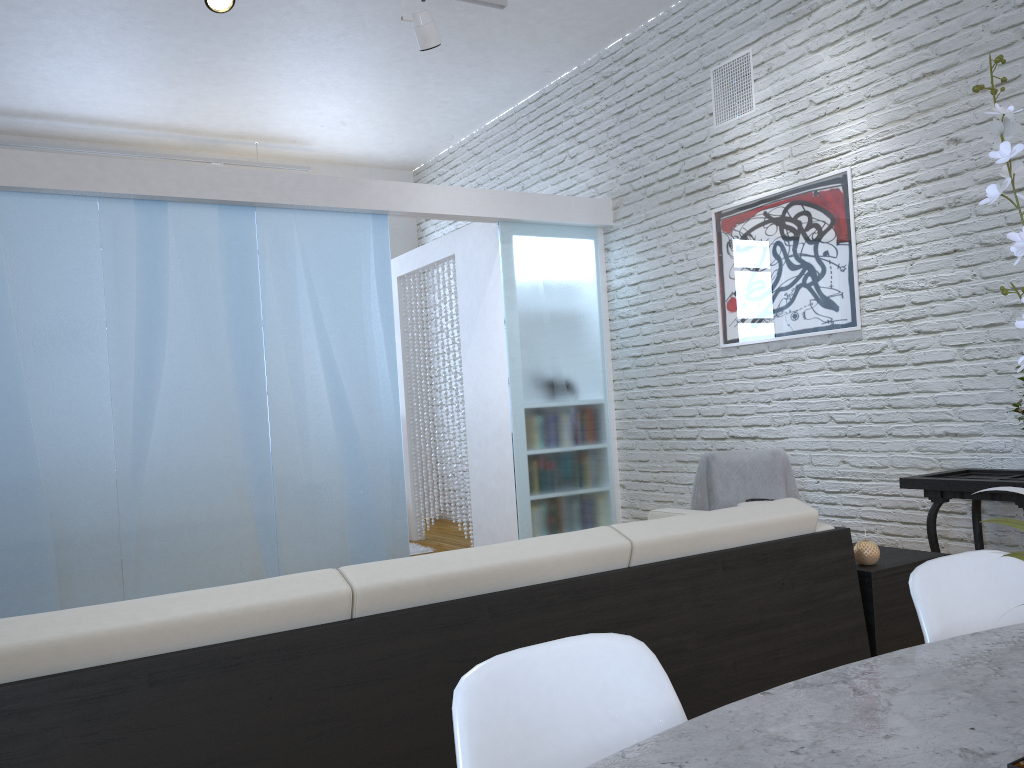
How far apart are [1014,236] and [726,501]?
3.55m

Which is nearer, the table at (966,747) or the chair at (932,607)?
the table at (966,747)

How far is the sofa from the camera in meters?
1.4 m

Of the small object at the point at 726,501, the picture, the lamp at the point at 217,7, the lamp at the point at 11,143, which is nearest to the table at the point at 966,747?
the small object at the point at 726,501

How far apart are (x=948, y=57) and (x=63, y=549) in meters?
4.5

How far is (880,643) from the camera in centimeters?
237cm

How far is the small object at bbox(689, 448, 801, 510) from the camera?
4.1 meters

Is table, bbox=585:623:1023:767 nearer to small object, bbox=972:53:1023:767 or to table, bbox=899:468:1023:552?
small object, bbox=972:53:1023:767

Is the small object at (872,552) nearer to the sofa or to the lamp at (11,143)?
the sofa

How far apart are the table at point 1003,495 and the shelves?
0.8 meters
